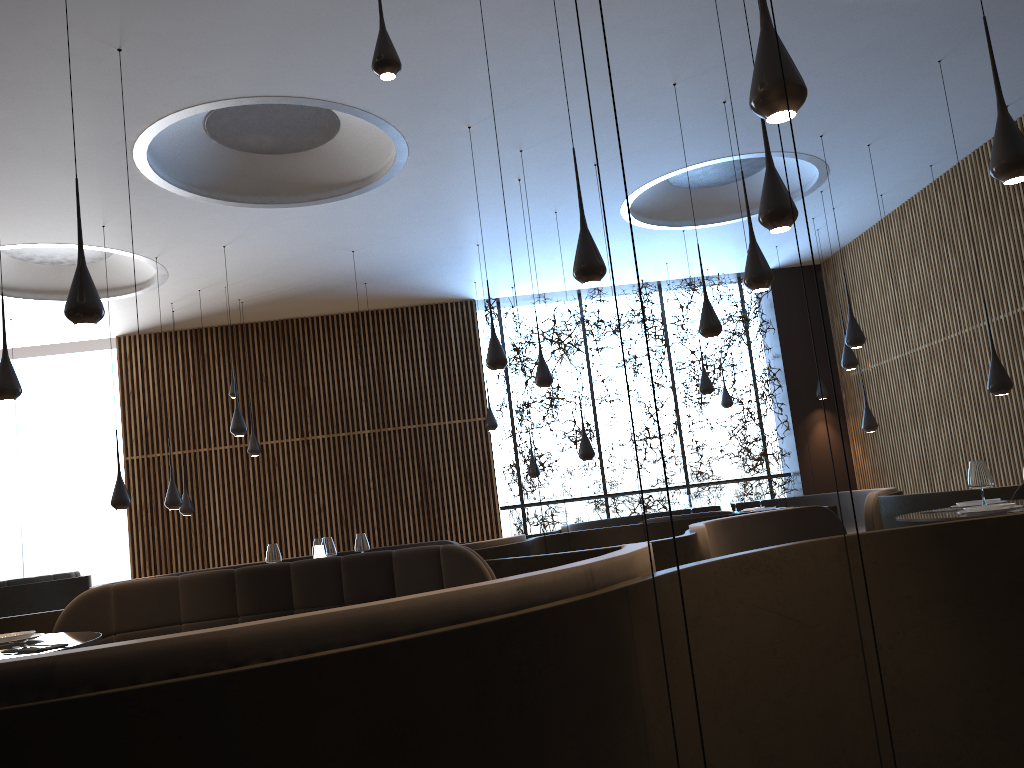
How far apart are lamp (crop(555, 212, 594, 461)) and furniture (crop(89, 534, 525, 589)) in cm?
234

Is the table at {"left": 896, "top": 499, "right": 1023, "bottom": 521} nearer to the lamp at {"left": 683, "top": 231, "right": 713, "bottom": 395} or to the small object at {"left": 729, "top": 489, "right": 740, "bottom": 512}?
the small object at {"left": 729, "top": 489, "right": 740, "bottom": 512}

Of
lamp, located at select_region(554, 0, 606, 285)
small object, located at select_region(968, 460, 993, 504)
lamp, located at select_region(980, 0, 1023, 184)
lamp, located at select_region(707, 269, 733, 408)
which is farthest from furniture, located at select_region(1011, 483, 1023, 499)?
lamp, located at select_region(707, 269, 733, 408)

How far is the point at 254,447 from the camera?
→ 12.4 meters

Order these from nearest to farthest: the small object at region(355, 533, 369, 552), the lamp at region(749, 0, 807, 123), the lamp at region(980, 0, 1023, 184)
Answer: the lamp at region(749, 0, 807, 123)
the lamp at region(980, 0, 1023, 184)
the small object at region(355, 533, 369, 552)

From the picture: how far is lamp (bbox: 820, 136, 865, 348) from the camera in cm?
877

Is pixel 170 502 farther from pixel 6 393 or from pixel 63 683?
pixel 63 683

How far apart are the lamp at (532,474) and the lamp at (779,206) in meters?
9.0

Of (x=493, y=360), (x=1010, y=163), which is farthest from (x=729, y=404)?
(x=1010, y=163)

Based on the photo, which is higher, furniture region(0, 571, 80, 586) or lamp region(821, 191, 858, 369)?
lamp region(821, 191, 858, 369)
